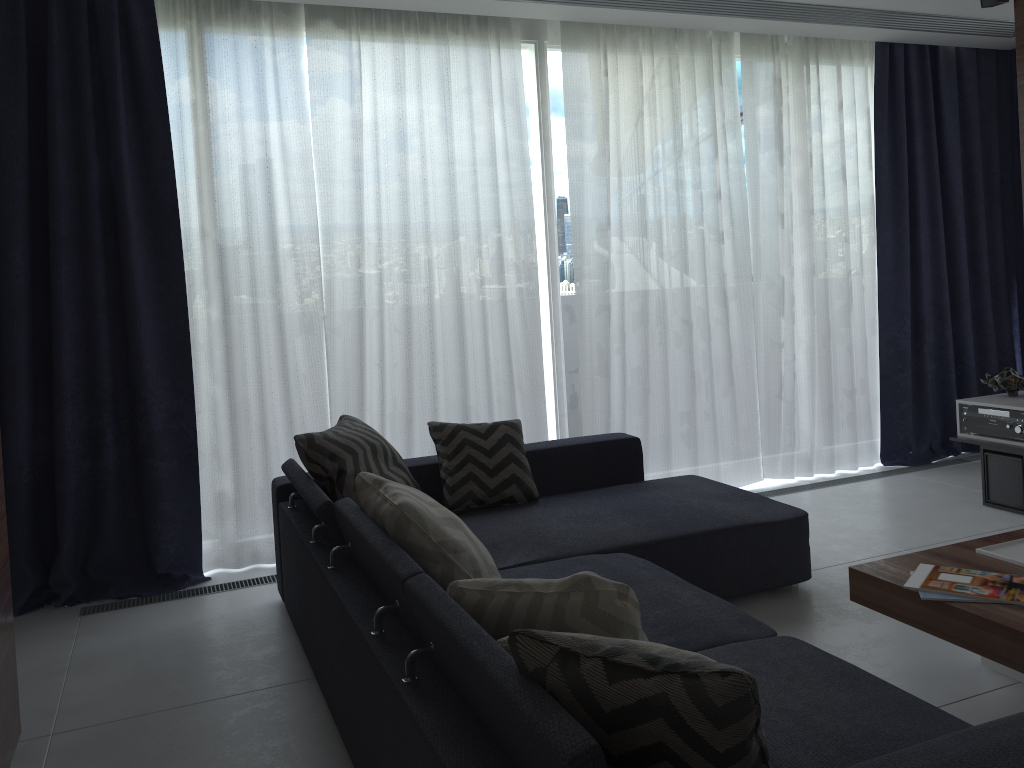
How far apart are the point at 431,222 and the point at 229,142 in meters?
1.0

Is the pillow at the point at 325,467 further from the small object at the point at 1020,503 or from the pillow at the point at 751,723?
the small object at the point at 1020,503

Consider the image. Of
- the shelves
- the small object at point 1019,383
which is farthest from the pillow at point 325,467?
the small object at point 1019,383

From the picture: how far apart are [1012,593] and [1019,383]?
→ 2.6m

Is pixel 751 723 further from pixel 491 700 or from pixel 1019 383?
pixel 1019 383

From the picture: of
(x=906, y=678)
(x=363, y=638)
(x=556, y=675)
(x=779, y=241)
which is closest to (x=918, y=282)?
(x=779, y=241)

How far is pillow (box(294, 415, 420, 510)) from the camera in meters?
3.1

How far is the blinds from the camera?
3.7 meters

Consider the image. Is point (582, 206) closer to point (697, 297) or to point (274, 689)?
point (697, 297)

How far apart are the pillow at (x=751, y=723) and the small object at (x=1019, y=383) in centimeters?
397cm
